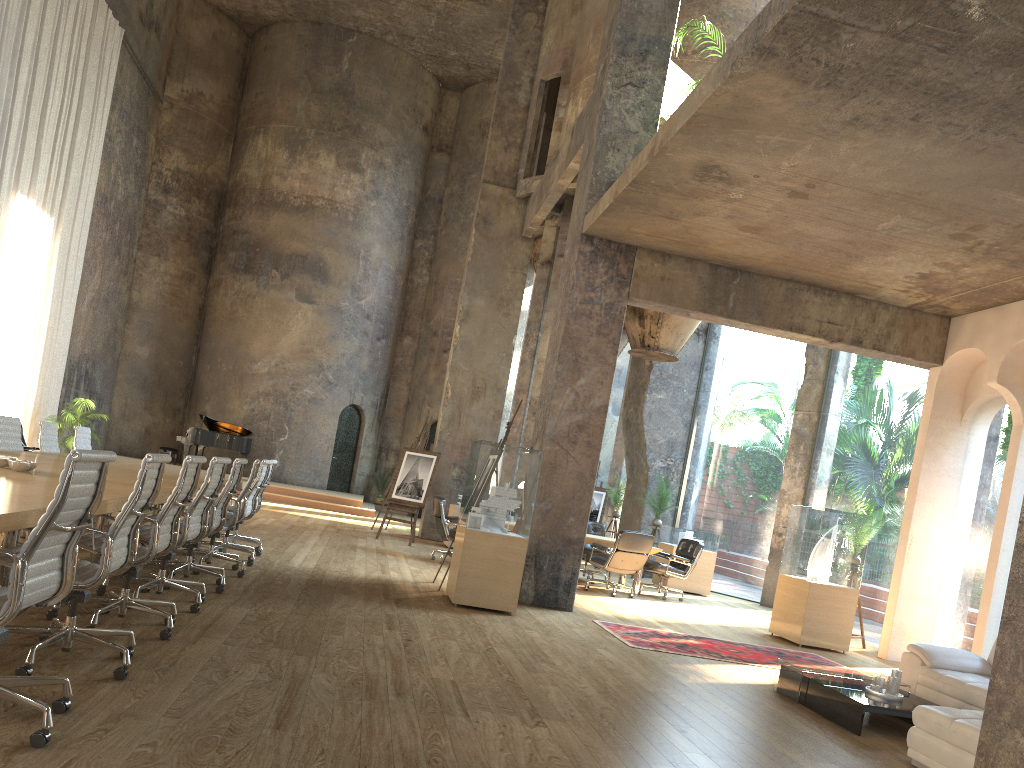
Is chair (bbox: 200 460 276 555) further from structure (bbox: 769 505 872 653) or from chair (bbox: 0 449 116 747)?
chair (bbox: 0 449 116 747)

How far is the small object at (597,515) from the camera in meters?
18.5 m

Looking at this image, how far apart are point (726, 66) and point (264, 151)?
19.0m

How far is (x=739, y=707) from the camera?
5.5 meters

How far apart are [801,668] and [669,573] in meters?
6.0 m

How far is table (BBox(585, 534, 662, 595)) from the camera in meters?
11.7 m

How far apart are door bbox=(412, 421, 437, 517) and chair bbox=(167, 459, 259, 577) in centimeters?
1548cm

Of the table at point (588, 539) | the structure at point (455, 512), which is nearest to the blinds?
the structure at point (455, 512)

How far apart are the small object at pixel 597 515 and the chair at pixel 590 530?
5.2 meters

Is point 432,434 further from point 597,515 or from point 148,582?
point 148,582
